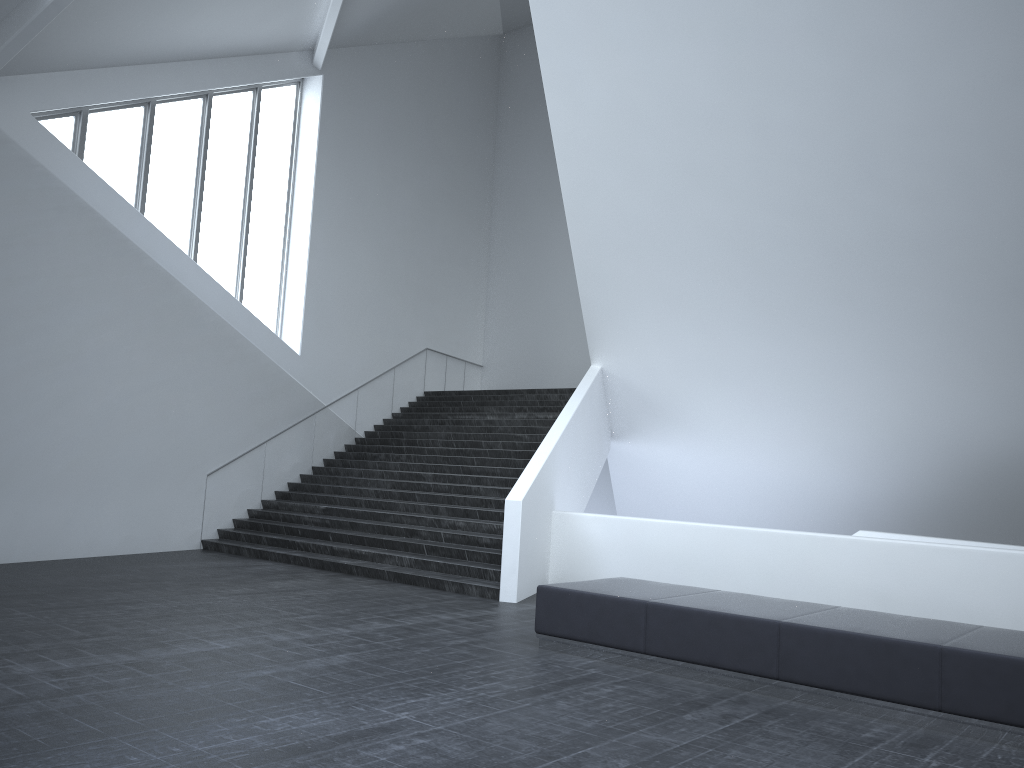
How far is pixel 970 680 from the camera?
5.90m

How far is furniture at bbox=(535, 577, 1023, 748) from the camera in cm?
590

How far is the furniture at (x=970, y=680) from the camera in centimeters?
590cm
